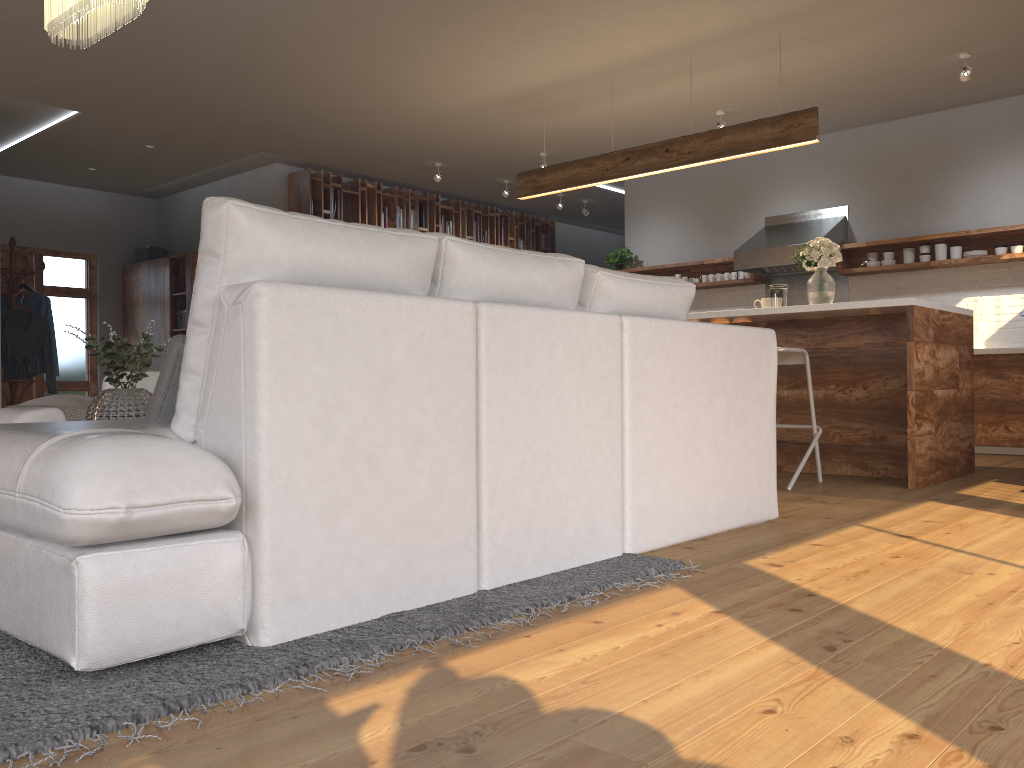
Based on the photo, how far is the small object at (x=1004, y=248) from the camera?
6.9 meters

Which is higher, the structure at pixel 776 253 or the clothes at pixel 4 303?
the structure at pixel 776 253

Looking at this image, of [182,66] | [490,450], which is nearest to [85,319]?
[182,66]

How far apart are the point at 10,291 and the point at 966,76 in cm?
770

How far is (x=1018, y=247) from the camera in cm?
683

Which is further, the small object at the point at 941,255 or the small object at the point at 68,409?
the small object at the point at 941,255

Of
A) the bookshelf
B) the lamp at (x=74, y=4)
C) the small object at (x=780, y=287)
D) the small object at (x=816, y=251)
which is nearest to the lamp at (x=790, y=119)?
the small object at (x=816, y=251)

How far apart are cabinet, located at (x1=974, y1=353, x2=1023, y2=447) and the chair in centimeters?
256cm

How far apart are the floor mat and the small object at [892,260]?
5.7 meters

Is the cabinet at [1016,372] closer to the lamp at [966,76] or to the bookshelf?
the lamp at [966,76]
